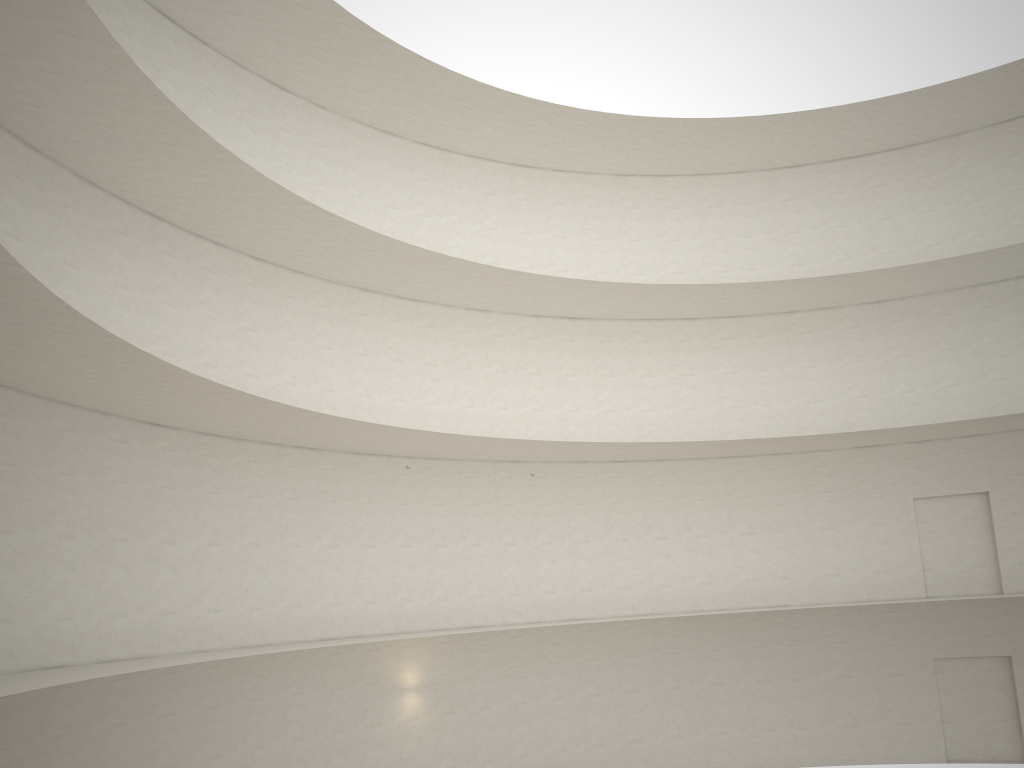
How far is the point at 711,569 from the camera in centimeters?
2377cm
